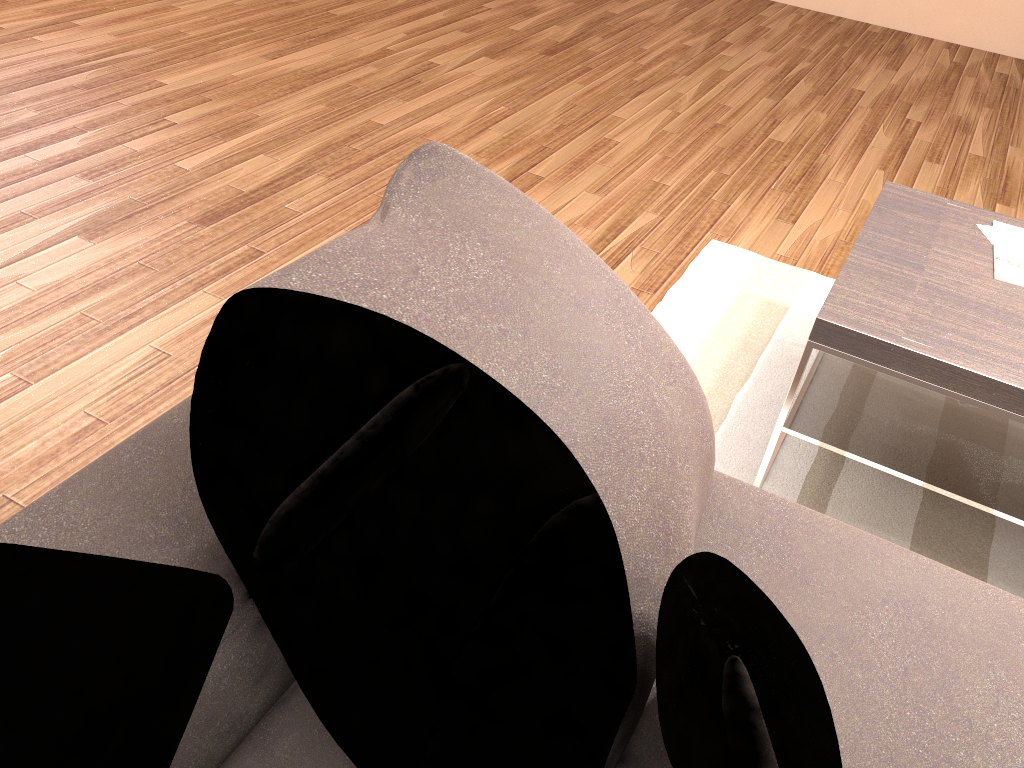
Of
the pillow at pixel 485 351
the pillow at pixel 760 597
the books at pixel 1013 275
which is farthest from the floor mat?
the pillow at pixel 760 597

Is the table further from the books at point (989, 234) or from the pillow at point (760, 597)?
the pillow at point (760, 597)

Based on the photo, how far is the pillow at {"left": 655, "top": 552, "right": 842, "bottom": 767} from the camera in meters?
0.9

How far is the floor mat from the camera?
2.1m

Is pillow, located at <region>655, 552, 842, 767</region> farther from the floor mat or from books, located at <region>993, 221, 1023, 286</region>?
books, located at <region>993, 221, 1023, 286</region>

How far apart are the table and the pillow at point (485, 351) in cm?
71

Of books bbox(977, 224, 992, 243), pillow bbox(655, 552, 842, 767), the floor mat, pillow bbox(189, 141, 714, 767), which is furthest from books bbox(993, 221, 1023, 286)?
pillow bbox(655, 552, 842, 767)

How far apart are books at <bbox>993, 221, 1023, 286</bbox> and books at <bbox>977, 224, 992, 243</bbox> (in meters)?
0.02

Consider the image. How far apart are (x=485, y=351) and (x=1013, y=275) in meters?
1.6 m

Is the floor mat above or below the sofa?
below
